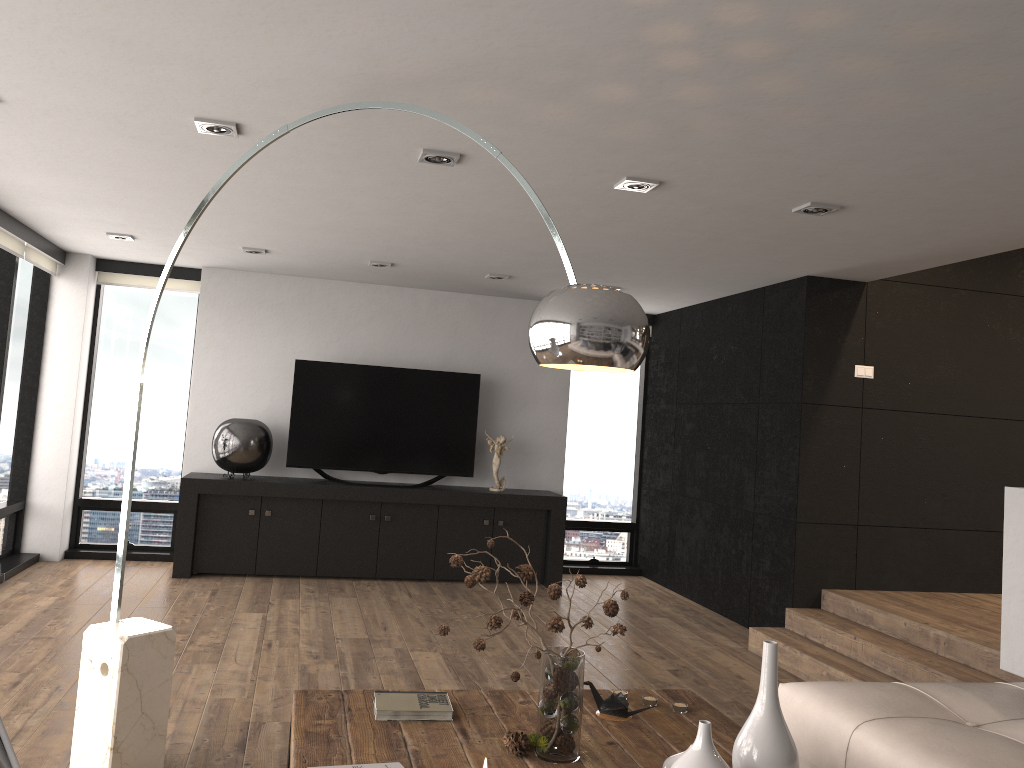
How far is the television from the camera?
7.21m

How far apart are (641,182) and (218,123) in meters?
1.8

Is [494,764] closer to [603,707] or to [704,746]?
[704,746]

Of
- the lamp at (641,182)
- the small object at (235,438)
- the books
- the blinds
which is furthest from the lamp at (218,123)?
the small object at (235,438)

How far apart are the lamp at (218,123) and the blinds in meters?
2.8

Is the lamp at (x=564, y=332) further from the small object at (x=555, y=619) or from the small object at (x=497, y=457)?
the small object at (x=497, y=457)

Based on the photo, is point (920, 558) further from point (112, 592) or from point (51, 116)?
point (51, 116)

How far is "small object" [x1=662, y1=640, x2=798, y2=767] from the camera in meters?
2.0 m

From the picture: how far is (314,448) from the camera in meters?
7.2

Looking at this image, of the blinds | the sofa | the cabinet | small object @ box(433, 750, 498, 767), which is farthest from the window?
small object @ box(433, 750, 498, 767)
